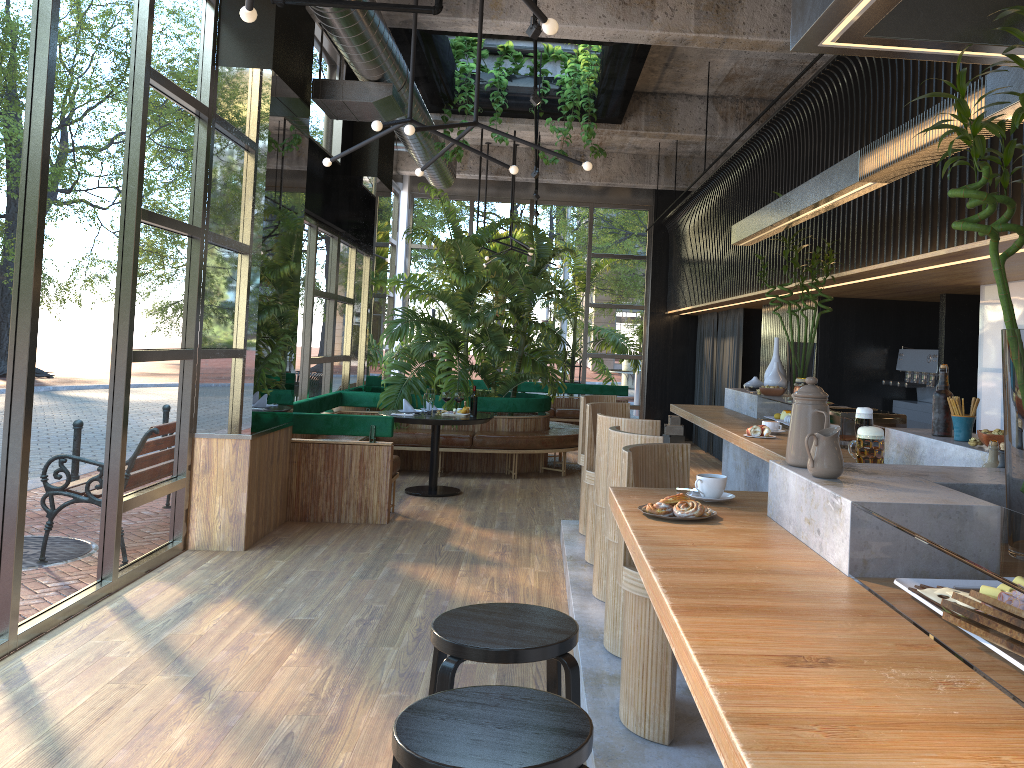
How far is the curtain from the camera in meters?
11.3 m

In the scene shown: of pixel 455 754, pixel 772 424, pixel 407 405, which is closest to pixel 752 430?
pixel 772 424

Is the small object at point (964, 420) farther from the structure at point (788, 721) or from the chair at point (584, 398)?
the chair at point (584, 398)

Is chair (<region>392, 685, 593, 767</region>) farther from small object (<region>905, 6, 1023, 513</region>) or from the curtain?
the curtain

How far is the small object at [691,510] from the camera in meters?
2.3 m

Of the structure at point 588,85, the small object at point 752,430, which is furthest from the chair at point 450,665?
the structure at point 588,85

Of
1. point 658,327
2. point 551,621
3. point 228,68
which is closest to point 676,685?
point 551,621

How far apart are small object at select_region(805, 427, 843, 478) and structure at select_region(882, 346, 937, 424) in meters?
5.6 m

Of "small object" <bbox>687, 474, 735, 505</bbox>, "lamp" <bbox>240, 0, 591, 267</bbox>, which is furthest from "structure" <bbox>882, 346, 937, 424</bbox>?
"small object" <bbox>687, 474, 735, 505</bbox>

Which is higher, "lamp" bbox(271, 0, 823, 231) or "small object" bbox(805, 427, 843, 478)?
"lamp" bbox(271, 0, 823, 231)
